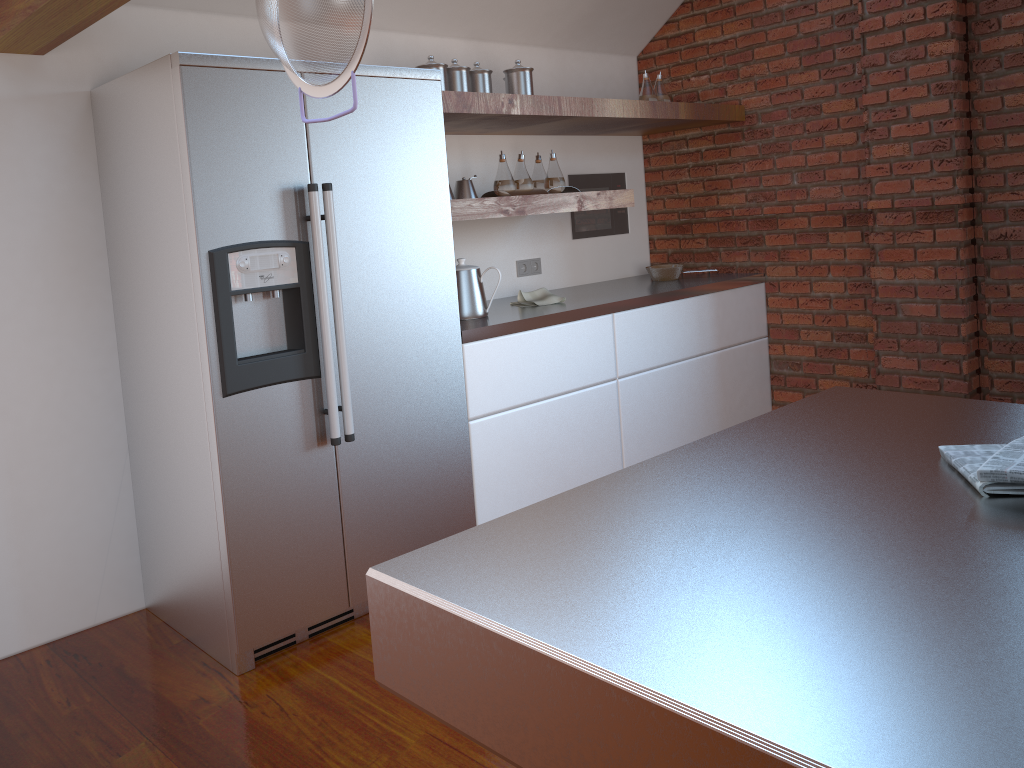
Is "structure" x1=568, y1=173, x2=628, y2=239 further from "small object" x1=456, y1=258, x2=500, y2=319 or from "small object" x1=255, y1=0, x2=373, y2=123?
"small object" x1=255, y1=0, x2=373, y2=123

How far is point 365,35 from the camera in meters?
1.1

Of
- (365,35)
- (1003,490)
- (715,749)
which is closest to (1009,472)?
(1003,490)

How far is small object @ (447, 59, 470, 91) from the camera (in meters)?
3.31

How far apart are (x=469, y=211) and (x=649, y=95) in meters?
1.5 m

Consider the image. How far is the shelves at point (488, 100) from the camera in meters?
3.1 m

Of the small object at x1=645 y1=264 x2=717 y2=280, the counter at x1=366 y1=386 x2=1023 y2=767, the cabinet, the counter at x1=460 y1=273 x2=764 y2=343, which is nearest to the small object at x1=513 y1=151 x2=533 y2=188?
the counter at x1=460 y1=273 x2=764 y2=343

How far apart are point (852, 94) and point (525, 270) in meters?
1.7

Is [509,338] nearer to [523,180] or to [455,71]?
[523,180]

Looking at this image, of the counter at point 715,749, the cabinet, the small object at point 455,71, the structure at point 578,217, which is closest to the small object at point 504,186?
the small object at point 455,71
